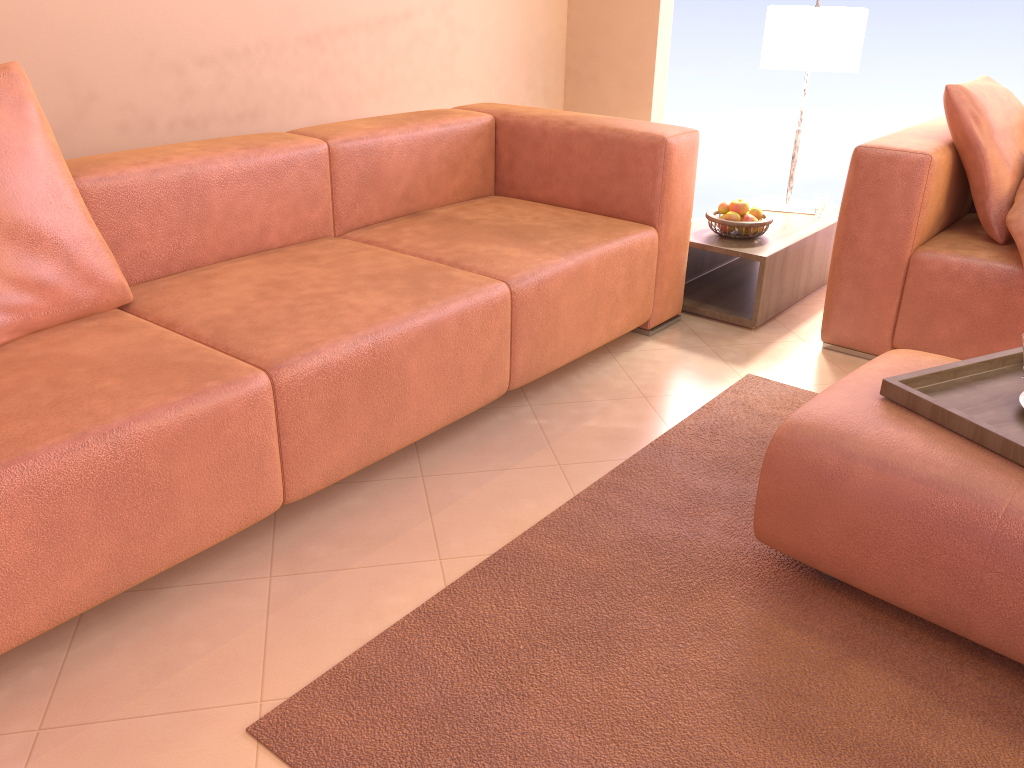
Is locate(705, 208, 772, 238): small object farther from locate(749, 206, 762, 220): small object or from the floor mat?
the floor mat

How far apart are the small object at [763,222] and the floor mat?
0.66m

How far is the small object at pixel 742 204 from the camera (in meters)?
3.09

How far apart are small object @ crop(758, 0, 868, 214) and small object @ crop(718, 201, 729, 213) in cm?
50

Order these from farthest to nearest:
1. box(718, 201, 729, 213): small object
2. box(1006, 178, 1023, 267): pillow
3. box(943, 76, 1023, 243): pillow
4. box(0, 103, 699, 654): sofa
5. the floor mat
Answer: box(718, 201, 729, 213): small object < box(943, 76, 1023, 243): pillow < box(1006, 178, 1023, 267): pillow < box(0, 103, 699, 654): sofa < the floor mat

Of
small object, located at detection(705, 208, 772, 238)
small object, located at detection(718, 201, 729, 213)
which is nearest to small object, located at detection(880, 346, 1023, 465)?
small object, located at detection(705, 208, 772, 238)

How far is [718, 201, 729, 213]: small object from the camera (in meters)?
3.14

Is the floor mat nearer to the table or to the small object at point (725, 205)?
the table

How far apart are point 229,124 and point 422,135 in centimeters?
78cm

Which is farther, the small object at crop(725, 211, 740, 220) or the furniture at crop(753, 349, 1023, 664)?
the small object at crop(725, 211, 740, 220)
